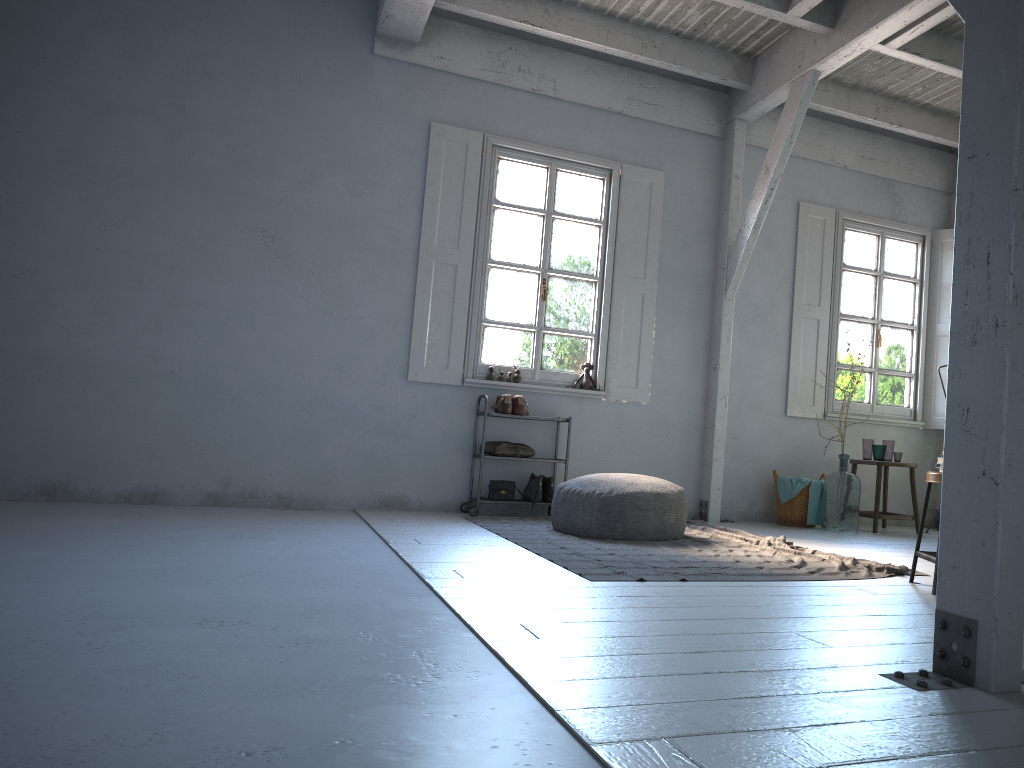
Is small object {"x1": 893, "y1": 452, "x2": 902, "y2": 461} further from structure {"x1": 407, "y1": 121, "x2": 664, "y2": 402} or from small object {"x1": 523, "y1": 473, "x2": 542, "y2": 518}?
small object {"x1": 523, "y1": 473, "x2": 542, "y2": 518}

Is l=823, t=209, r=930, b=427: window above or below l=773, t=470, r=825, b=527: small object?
above

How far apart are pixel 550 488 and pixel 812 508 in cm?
246

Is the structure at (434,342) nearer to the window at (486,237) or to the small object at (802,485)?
the window at (486,237)

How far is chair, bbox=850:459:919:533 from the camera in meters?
8.0 m

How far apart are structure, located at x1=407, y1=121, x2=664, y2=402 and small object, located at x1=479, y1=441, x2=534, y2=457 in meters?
0.7

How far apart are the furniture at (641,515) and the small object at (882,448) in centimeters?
288cm

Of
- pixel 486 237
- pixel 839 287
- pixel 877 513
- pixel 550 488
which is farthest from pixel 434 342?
pixel 877 513

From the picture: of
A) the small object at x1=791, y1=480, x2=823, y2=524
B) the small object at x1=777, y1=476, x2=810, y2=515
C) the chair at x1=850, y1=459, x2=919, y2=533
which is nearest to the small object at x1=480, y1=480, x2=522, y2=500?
the small object at x1=777, y1=476, x2=810, y2=515

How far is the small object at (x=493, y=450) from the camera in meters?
7.4
